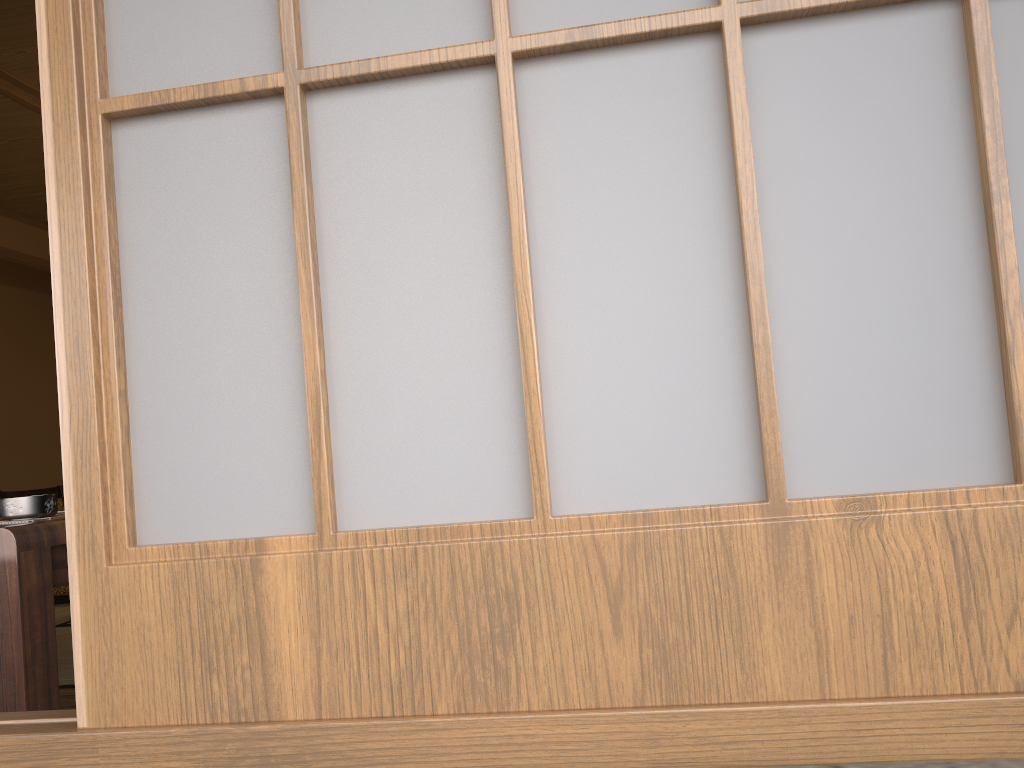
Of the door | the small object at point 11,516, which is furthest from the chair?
the small object at point 11,516

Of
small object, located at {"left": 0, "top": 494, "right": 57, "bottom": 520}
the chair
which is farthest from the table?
the chair

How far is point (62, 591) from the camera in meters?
4.1 m

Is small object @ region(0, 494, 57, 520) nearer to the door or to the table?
the table

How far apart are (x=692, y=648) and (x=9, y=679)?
1.1 meters

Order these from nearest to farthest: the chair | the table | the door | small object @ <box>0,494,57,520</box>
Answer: the door, the table, small object @ <box>0,494,57,520</box>, the chair

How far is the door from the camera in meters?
0.5 m

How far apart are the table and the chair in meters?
3.1 m

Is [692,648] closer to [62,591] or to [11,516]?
[11,516]

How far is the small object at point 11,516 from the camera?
1.4m
